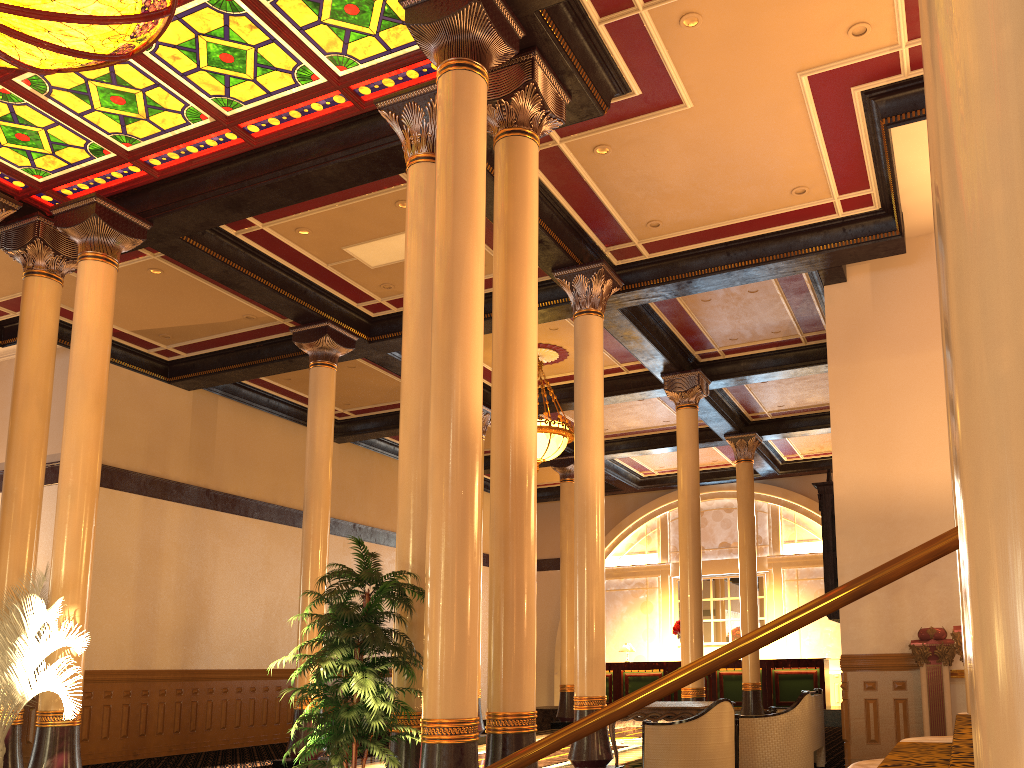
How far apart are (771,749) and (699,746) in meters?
1.4

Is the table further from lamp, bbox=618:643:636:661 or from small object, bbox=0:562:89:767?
lamp, bbox=618:643:636:661

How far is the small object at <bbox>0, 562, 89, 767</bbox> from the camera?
7.5m

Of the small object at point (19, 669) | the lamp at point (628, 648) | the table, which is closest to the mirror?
the table

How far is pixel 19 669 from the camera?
7.5m

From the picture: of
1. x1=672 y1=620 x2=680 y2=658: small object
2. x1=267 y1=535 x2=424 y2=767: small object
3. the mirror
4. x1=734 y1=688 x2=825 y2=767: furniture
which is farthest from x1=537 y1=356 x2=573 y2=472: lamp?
x1=672 y1=620 x2=680 y2=658: small object

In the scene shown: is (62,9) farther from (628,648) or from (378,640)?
(628,648)

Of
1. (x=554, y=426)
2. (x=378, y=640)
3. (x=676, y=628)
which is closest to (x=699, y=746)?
(x=378, y=640)

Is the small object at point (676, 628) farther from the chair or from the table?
the chair

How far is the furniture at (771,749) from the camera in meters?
8.9 m
